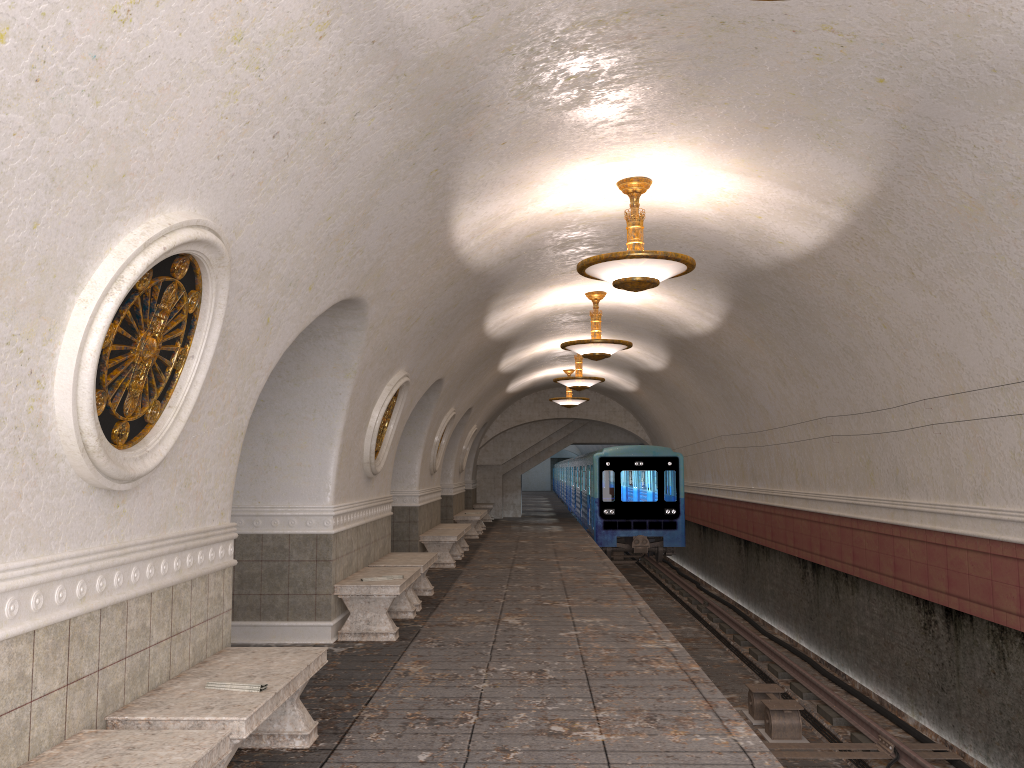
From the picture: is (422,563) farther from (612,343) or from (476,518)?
(476,518)

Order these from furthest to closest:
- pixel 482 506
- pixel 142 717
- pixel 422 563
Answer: pixel 482 506, pixel 422 563, pixel 142 717

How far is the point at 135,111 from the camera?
3.0 meters

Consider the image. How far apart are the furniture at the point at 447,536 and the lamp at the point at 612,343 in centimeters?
378cm

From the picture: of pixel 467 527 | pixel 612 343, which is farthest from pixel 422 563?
pixel 467 527

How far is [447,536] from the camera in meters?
14.1

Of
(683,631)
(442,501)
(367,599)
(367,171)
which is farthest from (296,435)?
(442,501)

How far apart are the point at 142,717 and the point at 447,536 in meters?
10.4

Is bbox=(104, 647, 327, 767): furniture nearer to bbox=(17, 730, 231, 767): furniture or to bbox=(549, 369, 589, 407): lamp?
bbox=(17, 730, 231, 767): furniture

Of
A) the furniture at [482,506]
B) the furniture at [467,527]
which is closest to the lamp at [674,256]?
the furniture at [467,527]
